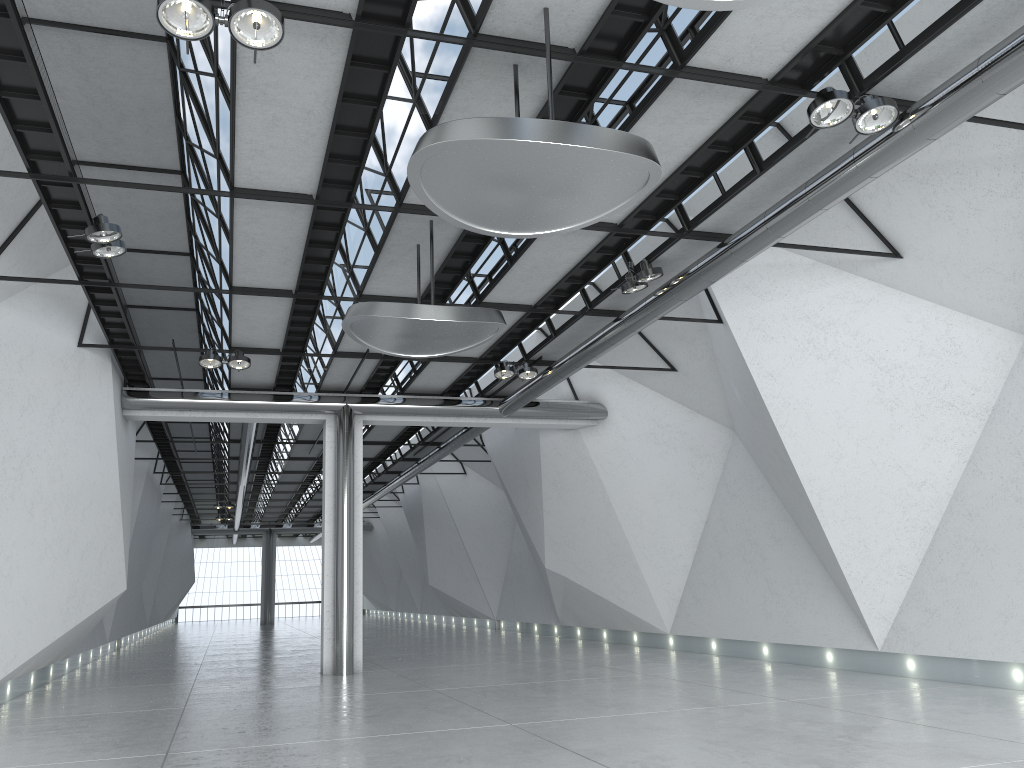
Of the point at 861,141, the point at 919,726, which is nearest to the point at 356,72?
the point at 861,141

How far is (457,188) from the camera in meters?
36.0 m
